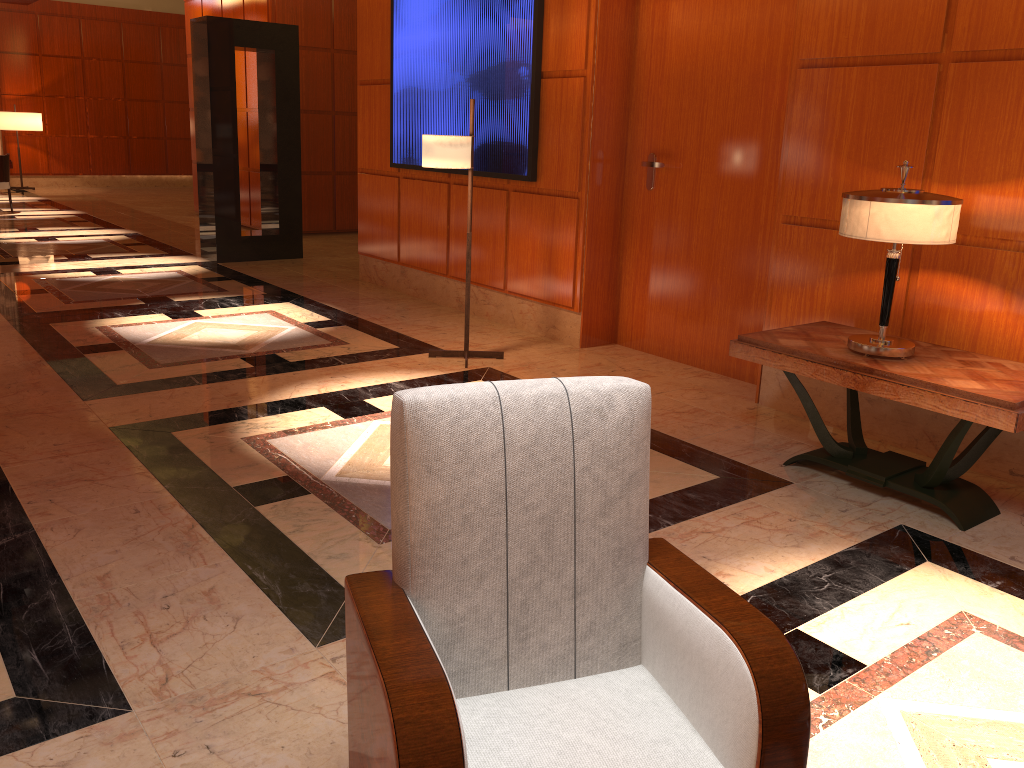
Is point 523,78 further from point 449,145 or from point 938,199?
point 938,199

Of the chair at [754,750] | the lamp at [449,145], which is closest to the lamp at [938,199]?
the chair at [754,750]

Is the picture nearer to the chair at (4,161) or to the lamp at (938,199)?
the lamp at (938,199)

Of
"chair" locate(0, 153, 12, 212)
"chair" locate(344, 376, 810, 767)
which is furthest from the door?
"chair" locate(0, 153, 12, 212)

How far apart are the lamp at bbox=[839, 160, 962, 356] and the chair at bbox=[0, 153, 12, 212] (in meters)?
13.25

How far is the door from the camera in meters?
5.2

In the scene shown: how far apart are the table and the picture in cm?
266

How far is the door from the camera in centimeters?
523cm

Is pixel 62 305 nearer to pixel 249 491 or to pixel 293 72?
pixel 293 72

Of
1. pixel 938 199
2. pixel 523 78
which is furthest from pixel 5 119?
pixel 938 199
